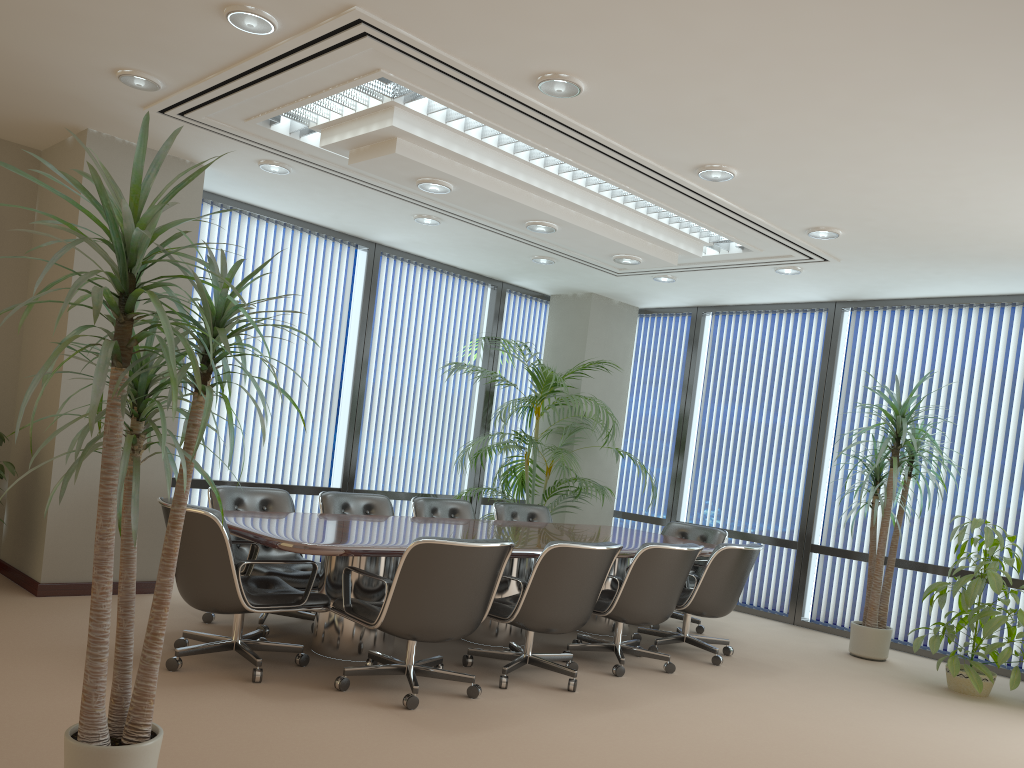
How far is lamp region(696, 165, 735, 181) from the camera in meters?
5.1 m

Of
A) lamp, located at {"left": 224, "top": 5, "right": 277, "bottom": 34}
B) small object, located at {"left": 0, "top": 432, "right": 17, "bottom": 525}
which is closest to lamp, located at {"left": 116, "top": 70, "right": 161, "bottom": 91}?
lamp, located at {"left": 224, "top": 5, "right": 277, "bottom": 34}

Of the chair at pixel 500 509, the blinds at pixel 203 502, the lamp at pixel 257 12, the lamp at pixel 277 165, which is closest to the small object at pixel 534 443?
the chair at pixel 500 509

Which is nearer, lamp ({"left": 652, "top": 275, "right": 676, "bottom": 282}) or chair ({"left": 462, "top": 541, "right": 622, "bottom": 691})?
chair ({"left": 462, "top": 541, "right": 622, "bottom": 691})

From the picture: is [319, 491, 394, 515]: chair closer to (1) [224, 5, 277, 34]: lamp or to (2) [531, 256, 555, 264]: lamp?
(2) [531, 256, 555, 264]: lamp

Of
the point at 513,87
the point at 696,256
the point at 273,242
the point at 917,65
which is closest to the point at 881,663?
the point at 696,256

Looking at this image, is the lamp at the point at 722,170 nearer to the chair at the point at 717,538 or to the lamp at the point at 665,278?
the lamp at the point at 665,278

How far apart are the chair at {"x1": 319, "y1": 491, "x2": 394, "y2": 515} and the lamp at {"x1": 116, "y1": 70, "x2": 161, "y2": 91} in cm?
289

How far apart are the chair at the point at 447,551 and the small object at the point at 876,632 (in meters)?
3.45

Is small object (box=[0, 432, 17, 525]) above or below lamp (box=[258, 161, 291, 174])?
below
